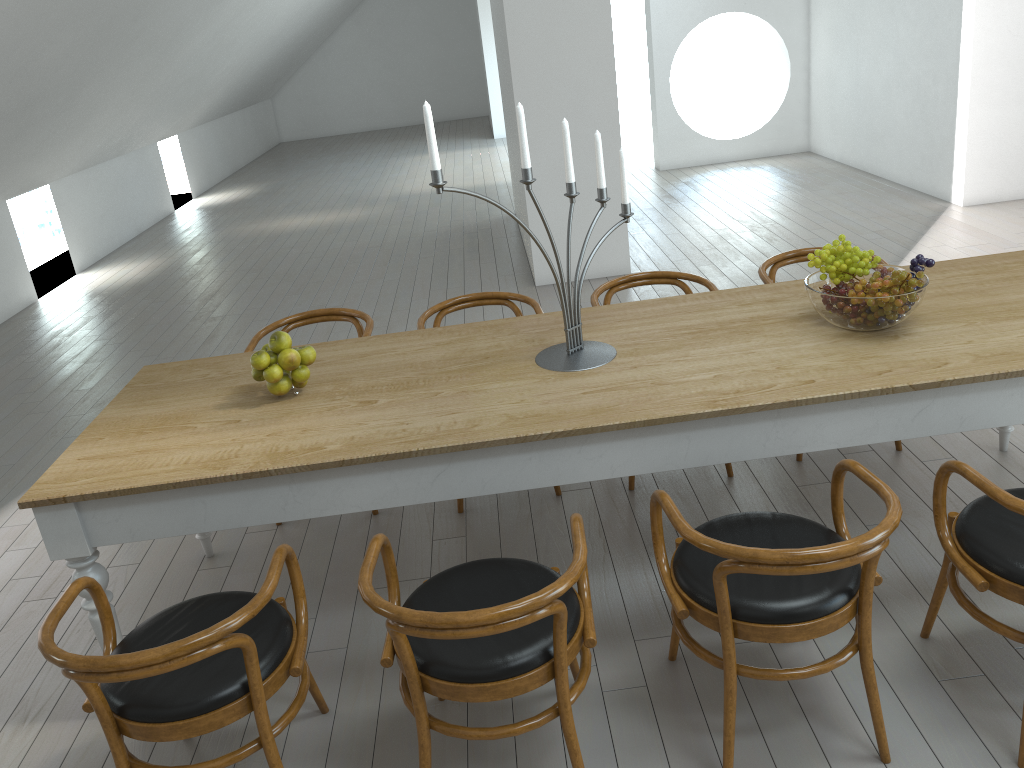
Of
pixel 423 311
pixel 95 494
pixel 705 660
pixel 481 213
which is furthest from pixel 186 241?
pixel 705 660

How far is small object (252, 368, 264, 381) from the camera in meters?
2.8 m

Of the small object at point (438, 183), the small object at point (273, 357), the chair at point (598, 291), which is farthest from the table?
the chair at point (598, 291)

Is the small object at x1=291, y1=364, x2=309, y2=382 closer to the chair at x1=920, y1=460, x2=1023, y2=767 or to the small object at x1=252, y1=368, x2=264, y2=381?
the small object at x1=252, y1=368, x2=264, y2=381

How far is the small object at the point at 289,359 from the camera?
2.7m

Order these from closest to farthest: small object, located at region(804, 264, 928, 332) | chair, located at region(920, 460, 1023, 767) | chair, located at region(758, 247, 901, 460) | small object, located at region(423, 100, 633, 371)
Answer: chair, located at region(920, 460, 1023, 767), small object, located at region(423, 100, 633, 371), small object, located at region(804, 264, 928, 332), chair, located at region(758, 247, 901, 460)

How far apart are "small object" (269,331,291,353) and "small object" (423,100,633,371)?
0.8m

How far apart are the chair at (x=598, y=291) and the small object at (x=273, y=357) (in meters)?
1.41

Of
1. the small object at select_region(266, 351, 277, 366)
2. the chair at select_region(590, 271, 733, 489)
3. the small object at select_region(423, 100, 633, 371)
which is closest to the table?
the small object at select_region(423, 100, 633, 371)

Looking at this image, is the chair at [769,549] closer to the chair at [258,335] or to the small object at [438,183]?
the small object at [438,183]
